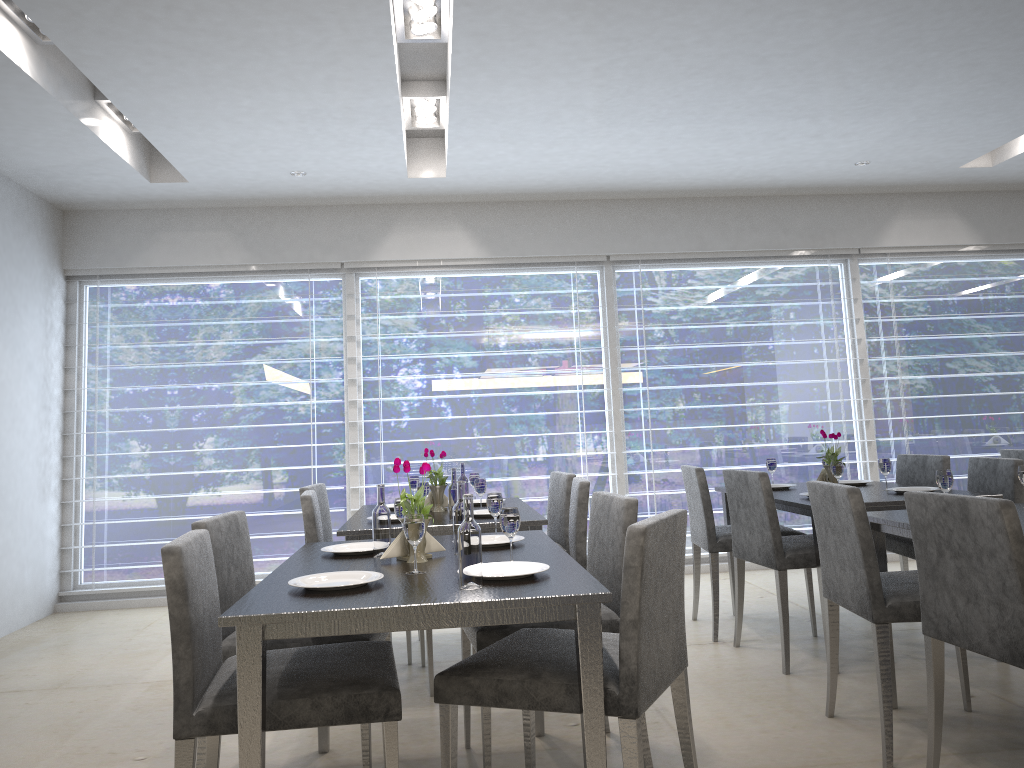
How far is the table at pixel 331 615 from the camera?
1.8 meters

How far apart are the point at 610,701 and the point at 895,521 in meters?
1.4

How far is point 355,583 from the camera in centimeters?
199cm

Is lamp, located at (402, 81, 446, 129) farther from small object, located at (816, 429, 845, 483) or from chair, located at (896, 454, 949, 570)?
chair, located at (896, 454, 949, 570)

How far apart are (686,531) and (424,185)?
3.71m

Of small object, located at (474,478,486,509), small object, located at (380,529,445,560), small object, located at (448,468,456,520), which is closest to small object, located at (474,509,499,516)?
small object, located at (474,478,486,509)

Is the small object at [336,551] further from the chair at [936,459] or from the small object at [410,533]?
the chair at [936,459]

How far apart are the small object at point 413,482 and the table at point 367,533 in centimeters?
23cm

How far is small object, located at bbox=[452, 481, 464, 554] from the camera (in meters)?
2.49

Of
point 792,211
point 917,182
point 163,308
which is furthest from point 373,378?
point 917,182
